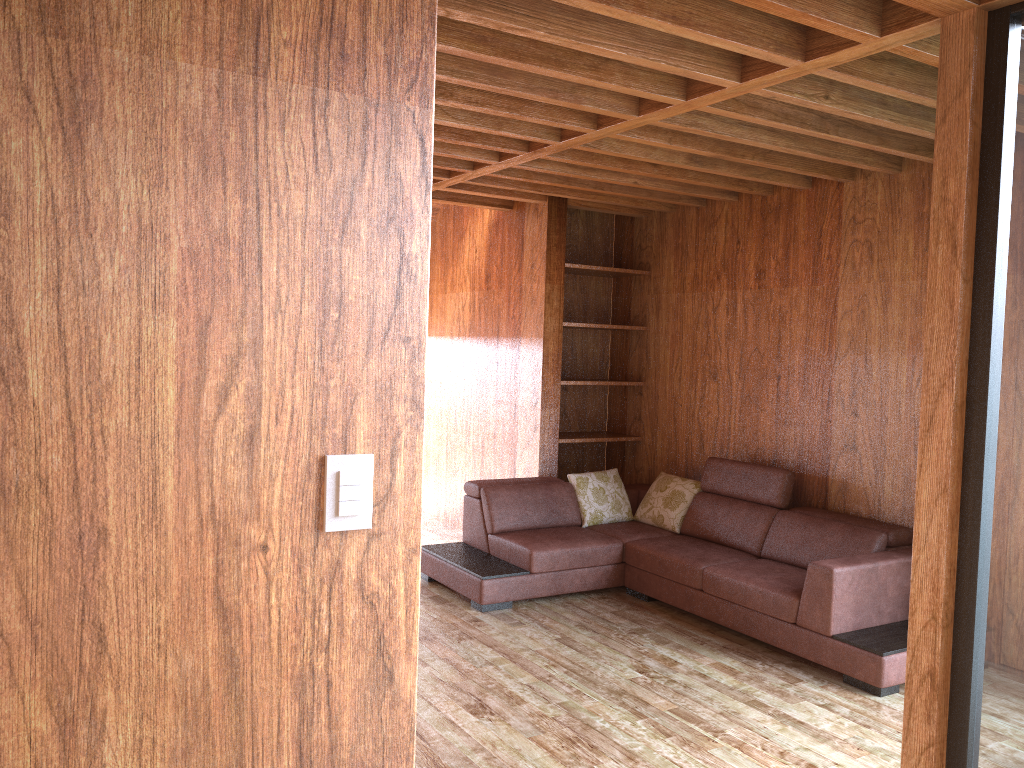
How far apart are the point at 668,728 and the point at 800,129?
2.4m

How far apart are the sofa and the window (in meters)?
1.18

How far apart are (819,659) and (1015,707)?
1.5 meters

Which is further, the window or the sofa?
the sofa

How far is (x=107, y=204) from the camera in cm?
126

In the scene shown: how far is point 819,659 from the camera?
3.80m

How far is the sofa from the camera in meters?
3.8 m

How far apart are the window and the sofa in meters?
1.2

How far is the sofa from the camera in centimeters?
380cm
